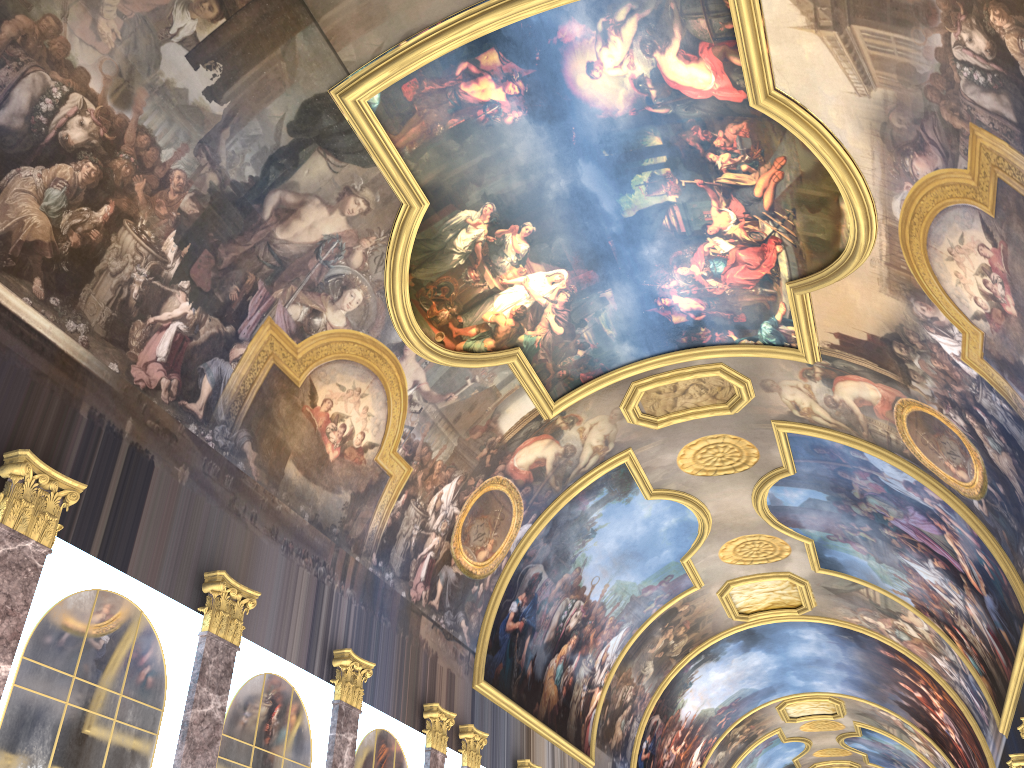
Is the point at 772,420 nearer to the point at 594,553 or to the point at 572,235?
the point at 594,553
